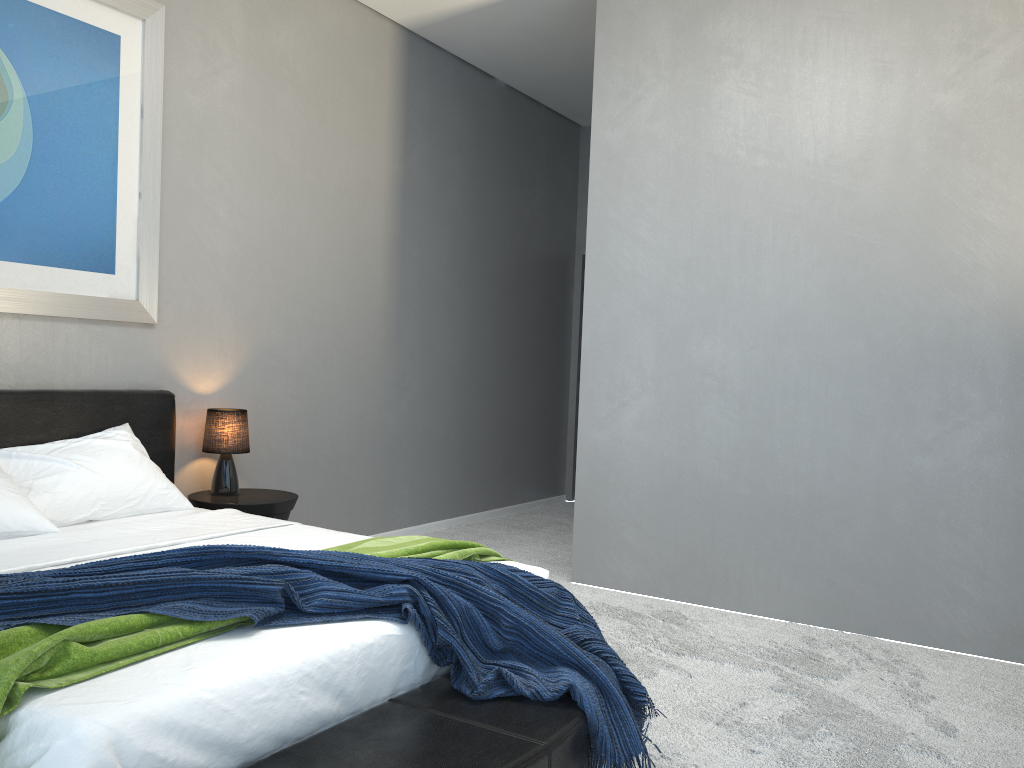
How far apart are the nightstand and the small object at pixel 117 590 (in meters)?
1.69

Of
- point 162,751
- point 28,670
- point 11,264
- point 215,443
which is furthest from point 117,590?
point 215,443

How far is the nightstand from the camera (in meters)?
3.93

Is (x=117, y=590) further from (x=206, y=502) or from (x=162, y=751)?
(x=206, y=502)

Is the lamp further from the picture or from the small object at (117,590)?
the small object at (117,590)

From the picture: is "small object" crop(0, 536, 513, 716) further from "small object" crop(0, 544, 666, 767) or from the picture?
the picture

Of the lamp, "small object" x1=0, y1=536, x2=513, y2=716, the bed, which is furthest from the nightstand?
"small object" x1=0, y1=536, x2=513, y2=716

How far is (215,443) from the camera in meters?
4.1

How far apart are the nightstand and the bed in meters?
0.1

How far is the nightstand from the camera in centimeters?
393cm
